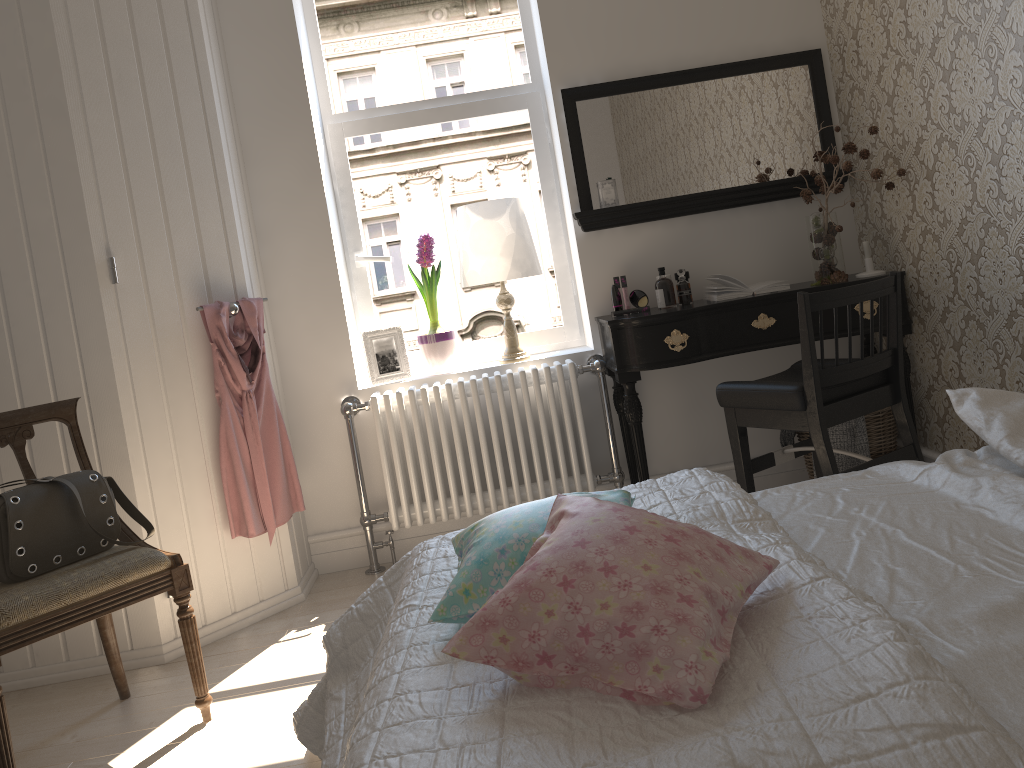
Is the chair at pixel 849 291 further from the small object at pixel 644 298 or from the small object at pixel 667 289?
the small object at pixel 644 298

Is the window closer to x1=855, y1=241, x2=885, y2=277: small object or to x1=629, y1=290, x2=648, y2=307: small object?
x1=629, y1=290, x2=648, y2=307: small object

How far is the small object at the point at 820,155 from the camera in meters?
3.2 m

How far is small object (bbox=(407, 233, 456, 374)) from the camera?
3.53m

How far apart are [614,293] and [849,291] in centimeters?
102cm

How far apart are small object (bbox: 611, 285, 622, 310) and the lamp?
0.3 meters

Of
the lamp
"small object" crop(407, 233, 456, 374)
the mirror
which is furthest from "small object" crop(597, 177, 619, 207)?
"small object" crop(407, 233, 456, 374)

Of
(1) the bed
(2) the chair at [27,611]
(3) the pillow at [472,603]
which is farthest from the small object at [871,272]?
(2) the chair at [27,611]

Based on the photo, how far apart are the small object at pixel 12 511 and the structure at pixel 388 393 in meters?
1.0 m

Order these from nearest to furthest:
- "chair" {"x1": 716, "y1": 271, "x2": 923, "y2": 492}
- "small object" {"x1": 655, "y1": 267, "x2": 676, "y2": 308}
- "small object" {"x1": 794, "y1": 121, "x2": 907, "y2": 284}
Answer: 1. "chair" {"x1": 716, "y1": 271, "x2": 923, "y2": 492}
2. "small object" {"x1": 794, "y1": 121, "x2": 907, "y2": 284}
3. "small object" {"x1": 655, "y1": 267, "x2": 676, "y2": 308}
